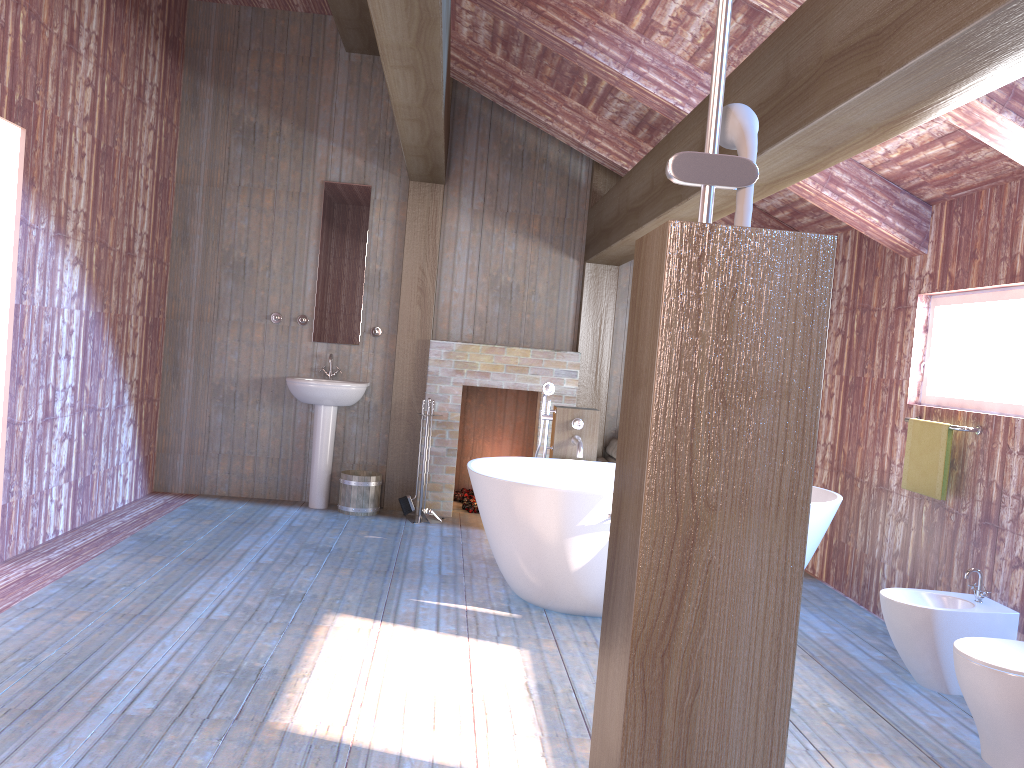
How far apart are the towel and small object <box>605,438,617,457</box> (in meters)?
2.40

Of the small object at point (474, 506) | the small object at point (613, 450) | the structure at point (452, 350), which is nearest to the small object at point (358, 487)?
the structure at point (452, 350)

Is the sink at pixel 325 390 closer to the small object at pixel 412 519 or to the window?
the small object at pixel 412 519

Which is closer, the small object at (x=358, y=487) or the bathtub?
the bathtub

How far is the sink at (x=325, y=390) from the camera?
6.2m

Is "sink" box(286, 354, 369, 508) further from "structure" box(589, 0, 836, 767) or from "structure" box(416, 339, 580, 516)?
"structure" box(589, 0, 836, 767)

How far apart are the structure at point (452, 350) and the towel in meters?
2.7

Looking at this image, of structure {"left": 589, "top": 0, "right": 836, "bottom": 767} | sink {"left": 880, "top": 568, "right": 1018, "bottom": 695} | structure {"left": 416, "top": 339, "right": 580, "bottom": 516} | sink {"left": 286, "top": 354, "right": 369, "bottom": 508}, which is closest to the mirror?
sink {"left": 286, "top": 354, "right": 369, "bottom": 508}

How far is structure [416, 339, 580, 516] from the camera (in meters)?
6.54

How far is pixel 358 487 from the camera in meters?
6.3
